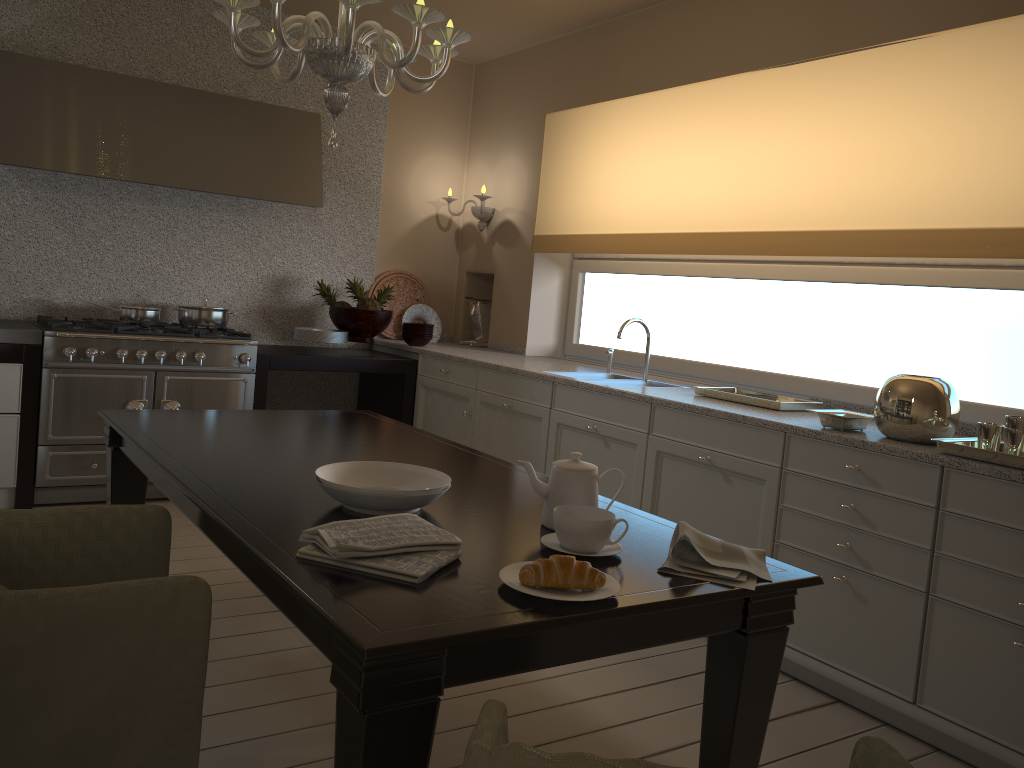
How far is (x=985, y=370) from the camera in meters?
3.2 m

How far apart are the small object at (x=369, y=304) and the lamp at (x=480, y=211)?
0.85m

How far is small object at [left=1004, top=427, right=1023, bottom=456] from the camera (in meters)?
2.29

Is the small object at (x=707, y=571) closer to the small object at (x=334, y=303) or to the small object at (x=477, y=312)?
the small object at (x=334, y=303)

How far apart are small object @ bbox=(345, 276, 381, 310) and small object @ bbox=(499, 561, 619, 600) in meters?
3.5

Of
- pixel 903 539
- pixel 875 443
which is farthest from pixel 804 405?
pixel 903 539

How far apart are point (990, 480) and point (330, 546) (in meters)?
1.75

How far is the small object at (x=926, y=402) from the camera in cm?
255

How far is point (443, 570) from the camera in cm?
148

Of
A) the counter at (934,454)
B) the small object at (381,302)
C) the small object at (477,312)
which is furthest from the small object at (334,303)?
the small object at (477,312)
